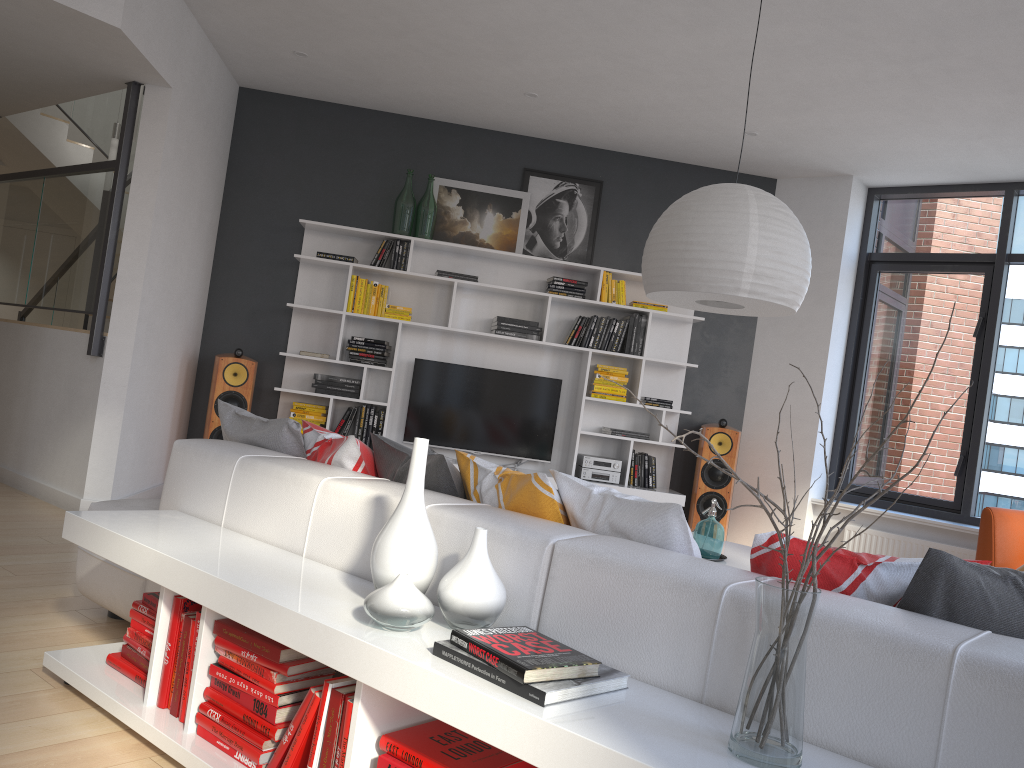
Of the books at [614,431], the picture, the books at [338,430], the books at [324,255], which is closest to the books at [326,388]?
the books at [338,430]

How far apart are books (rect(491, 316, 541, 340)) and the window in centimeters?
240cm

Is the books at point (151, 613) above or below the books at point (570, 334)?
below

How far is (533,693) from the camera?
1.6 meters

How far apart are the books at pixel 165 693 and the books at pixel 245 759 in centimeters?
20cm

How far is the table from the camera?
3.87m

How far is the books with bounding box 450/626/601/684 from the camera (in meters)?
1.59

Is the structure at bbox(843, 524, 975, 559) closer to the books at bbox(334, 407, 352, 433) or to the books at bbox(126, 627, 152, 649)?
the books at bbox(334, 407, 352, 433)

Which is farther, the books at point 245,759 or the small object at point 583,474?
the small object at point 583,474

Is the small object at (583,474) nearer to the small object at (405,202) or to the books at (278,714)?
the small object at (405,202)
